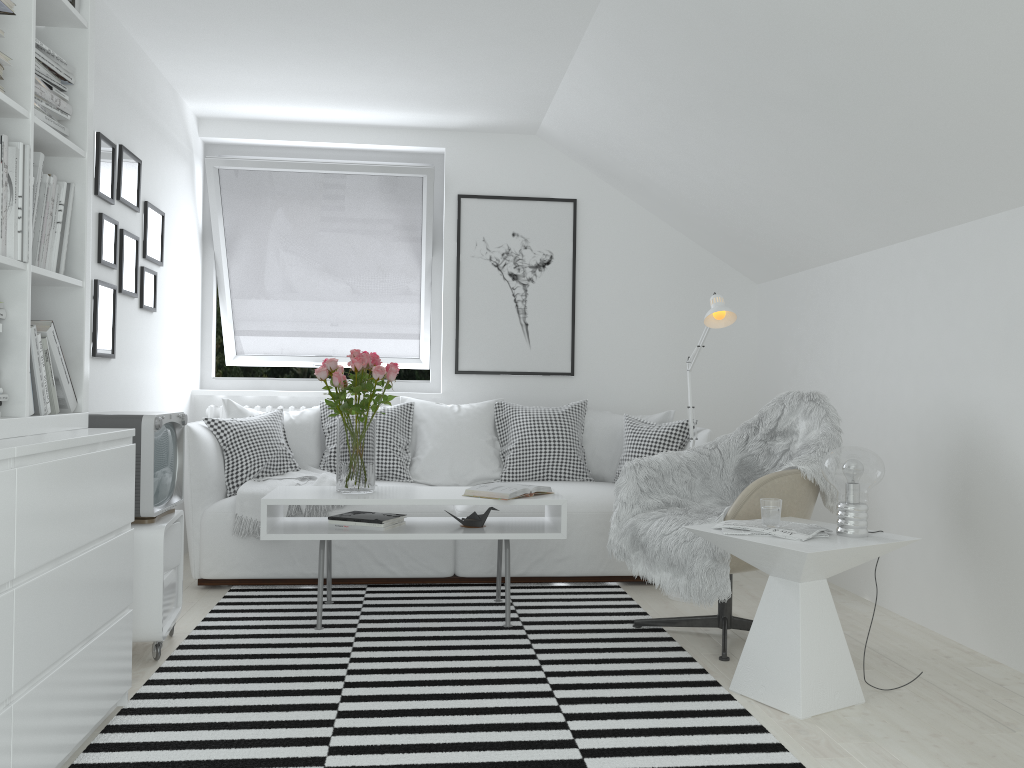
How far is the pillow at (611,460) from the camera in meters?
4.8

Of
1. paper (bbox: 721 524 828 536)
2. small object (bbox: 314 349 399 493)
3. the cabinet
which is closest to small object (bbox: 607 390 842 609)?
paper (bbox: 721 524 828 536)

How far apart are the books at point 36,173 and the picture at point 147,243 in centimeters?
182cm

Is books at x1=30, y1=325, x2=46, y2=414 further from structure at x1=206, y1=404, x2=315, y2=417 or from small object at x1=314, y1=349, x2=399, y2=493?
→ structure at x1=206, y1=404, x2=315, y2=417

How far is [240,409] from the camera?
4.6 meters

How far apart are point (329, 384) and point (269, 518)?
1.9m

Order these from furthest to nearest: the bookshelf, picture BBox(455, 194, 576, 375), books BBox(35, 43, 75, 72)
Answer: picture BBox(455, 194, 576, 375) → books BBox(35, 43, 75, 72) → the bookshelf

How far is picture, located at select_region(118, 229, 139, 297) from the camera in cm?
380

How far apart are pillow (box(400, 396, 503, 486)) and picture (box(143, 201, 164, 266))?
1.46m

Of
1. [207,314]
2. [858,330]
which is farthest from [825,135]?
[207,314]
